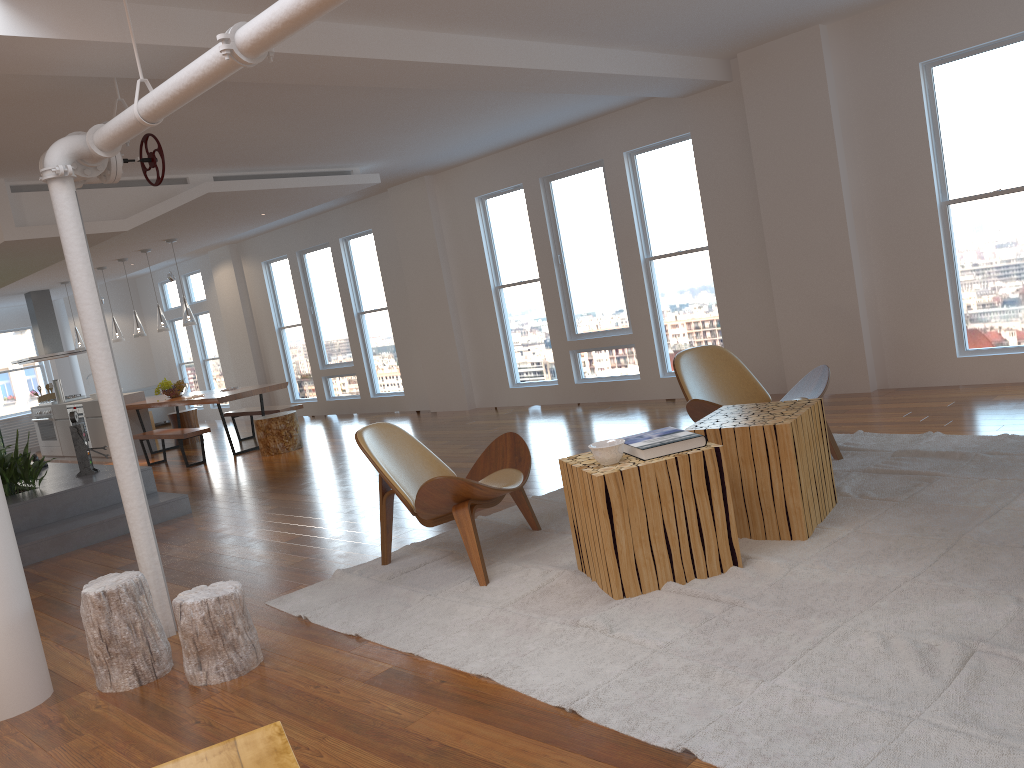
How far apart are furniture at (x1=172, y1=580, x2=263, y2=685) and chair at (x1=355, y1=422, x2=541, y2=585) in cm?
86

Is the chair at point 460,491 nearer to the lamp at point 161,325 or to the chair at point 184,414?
the lamp at point 161,325

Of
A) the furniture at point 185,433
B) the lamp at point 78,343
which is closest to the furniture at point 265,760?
the furniture at point 185,433

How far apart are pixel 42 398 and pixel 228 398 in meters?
5.7 m

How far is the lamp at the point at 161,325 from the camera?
10.6 meters

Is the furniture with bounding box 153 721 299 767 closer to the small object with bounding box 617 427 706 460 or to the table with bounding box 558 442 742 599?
the table with bounding box 558 442 742 599

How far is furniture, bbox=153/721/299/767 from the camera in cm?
187

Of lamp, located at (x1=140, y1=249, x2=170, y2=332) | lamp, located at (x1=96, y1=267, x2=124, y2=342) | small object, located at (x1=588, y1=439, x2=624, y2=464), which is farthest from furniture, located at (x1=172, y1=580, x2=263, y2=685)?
lamp, located at (x1=96, y1=267, x2=124, y2=342)

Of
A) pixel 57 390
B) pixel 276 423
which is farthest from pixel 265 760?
pixel 57 390

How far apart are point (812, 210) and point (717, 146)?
1.07m
